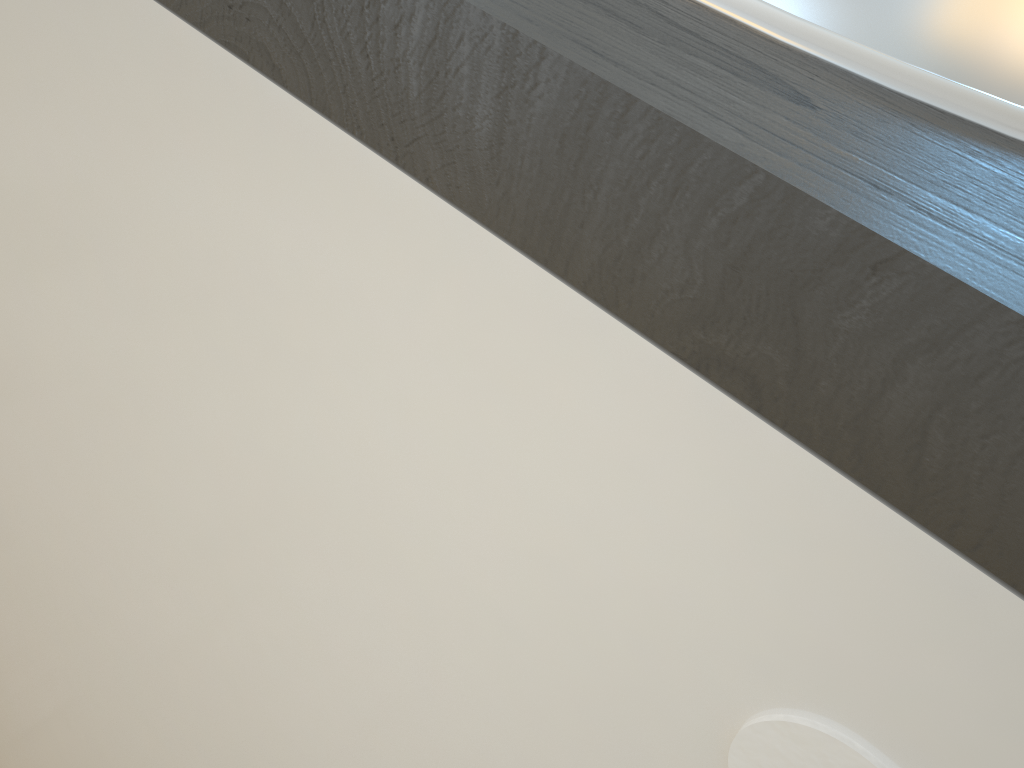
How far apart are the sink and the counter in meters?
0.0

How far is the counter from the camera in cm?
14

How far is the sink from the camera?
0.2m

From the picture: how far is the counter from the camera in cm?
14

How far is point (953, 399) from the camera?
0.1 meters

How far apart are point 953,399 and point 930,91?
0.09m

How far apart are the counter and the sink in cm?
0
